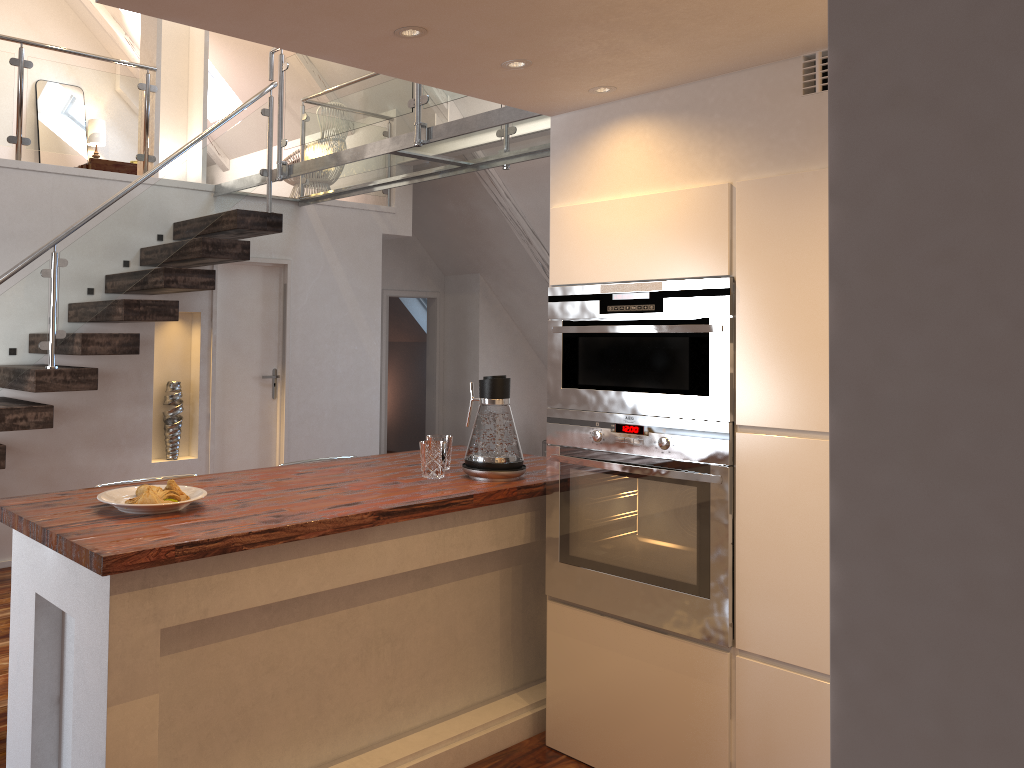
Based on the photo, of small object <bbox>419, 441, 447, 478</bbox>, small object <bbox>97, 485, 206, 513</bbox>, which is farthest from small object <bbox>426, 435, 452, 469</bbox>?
small object <bbox>97, 485, 206, 513</bbox>

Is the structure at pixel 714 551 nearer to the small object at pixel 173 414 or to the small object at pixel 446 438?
the small object at pixel 446 438

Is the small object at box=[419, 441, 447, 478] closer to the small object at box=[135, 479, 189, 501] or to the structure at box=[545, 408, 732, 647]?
the structure at box=[545, 408, 732, 647]

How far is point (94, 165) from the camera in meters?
5.7

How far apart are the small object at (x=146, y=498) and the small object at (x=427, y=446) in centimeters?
84cm

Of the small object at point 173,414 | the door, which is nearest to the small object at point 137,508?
the small object at point 173,414

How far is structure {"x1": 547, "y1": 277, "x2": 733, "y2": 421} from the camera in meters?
2.5 m

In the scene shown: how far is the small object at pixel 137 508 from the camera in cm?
215

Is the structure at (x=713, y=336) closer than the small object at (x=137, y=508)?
No

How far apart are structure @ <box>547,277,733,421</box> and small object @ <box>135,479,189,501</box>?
1.15m
